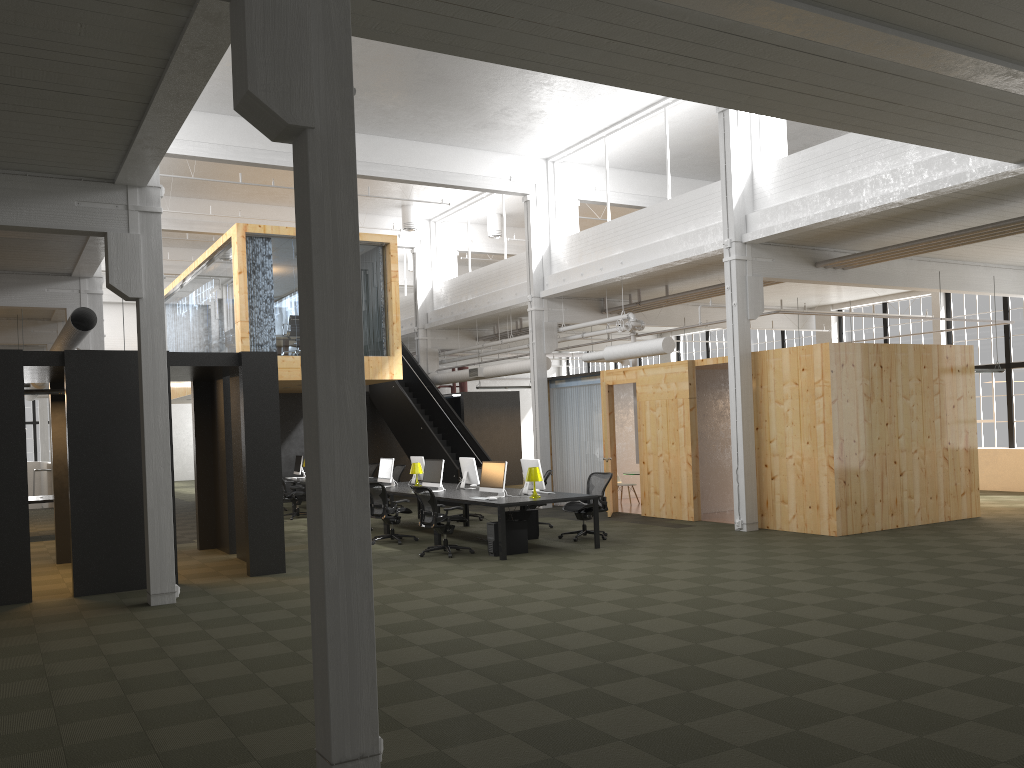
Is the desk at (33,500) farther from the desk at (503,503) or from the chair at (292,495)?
the desk at (503,503)

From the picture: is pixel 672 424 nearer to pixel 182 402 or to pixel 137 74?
pixel 137 74

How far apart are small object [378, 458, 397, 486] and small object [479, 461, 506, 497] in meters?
3.5

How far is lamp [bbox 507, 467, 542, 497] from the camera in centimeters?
1240cm

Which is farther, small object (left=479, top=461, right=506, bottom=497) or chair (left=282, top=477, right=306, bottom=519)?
chair (left=282, top=477, right=306, bottom=519)

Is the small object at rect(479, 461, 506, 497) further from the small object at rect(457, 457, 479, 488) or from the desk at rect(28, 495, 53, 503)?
the desk at rect(28, 495, 53, 503)

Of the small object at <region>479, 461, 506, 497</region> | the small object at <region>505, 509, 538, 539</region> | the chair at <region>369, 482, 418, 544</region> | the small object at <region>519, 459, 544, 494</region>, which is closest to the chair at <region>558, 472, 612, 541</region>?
the small object at <region>505, 509, 538, 539</region>

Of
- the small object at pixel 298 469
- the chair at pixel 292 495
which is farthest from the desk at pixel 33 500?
the small object at pixel 298 469

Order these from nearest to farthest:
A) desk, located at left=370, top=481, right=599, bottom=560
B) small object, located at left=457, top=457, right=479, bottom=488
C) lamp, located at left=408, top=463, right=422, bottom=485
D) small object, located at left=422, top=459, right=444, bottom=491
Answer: desk, located at left=370, top=481, right=599, bottom=560 → small object, located at left=422, top=459, right=444, bottom=491 → small object, located at left=457, top=457, right=479, bottom=488 → lamp, located at left=408, top=463, right=422, bottom=485

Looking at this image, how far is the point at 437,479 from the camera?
14.3m
